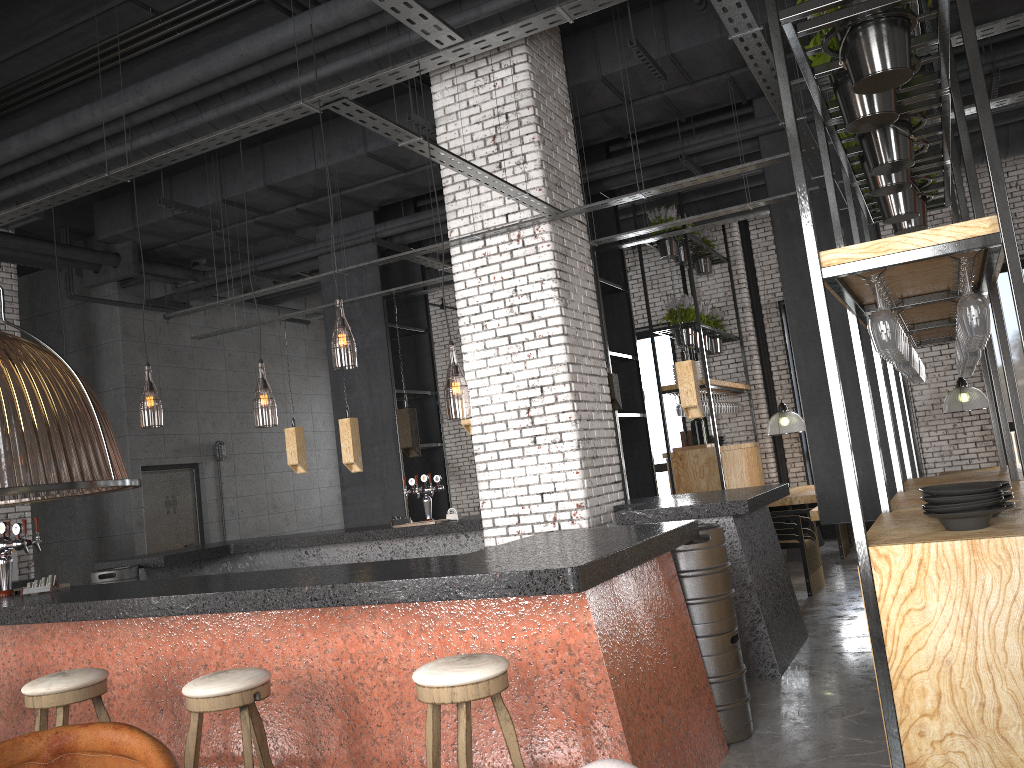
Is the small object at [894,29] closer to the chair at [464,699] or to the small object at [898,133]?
the small object at [898,133]

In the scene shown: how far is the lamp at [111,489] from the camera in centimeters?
159cm

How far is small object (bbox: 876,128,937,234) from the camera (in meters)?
5.77

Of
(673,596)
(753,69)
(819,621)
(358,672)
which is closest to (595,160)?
(819,621)

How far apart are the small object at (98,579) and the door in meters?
4.1 m

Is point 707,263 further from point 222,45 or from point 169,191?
point 222,45

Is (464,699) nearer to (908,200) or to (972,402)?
(908,200)

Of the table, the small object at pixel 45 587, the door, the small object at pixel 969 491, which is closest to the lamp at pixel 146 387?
the door

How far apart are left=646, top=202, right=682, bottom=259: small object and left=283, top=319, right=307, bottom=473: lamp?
4.9 meters

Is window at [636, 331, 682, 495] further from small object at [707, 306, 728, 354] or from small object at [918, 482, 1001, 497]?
small object at [918, 482, 1001, 497]
